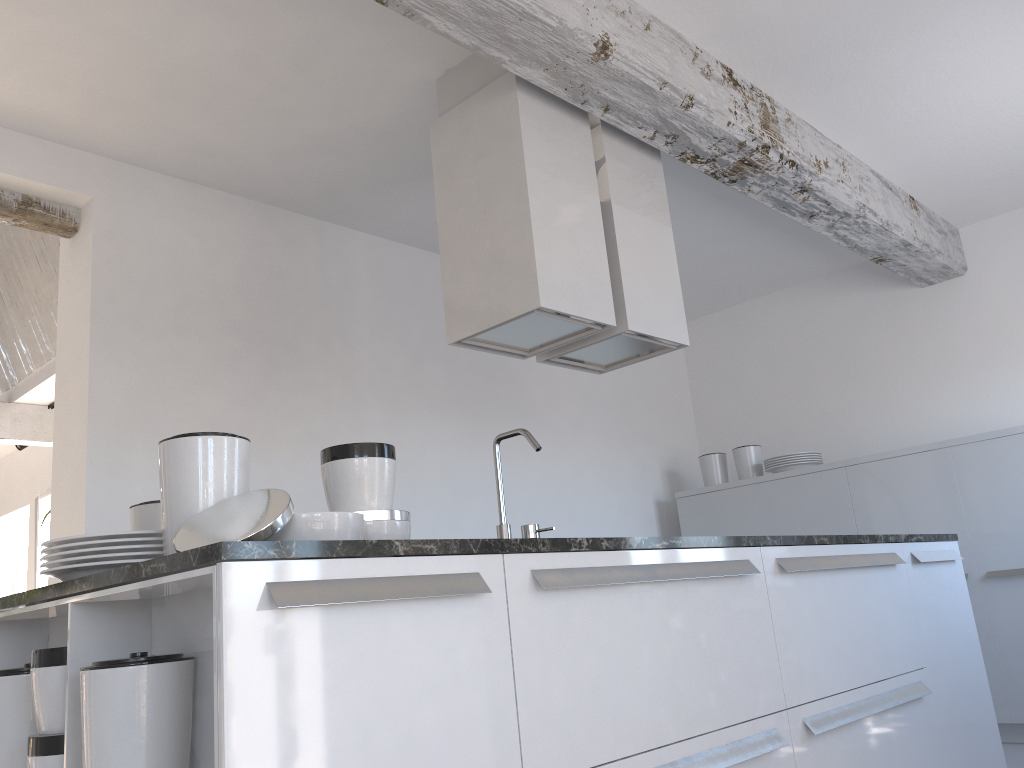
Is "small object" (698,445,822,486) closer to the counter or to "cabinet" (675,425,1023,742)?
"cabinet" (675,425,1023,742)

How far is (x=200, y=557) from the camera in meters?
1.4 m

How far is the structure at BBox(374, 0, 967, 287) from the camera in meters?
2.8

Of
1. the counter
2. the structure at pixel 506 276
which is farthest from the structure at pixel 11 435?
the counter

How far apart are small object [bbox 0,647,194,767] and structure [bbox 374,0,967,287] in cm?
190

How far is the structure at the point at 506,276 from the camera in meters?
3.0

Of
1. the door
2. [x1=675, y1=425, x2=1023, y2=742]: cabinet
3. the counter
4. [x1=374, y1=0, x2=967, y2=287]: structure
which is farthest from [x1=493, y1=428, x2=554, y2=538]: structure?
the door

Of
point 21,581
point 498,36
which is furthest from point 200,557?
point 21,581

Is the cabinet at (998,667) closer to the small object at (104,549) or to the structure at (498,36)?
the structure at (498,36)

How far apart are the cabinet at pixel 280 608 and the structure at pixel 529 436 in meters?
0.5
